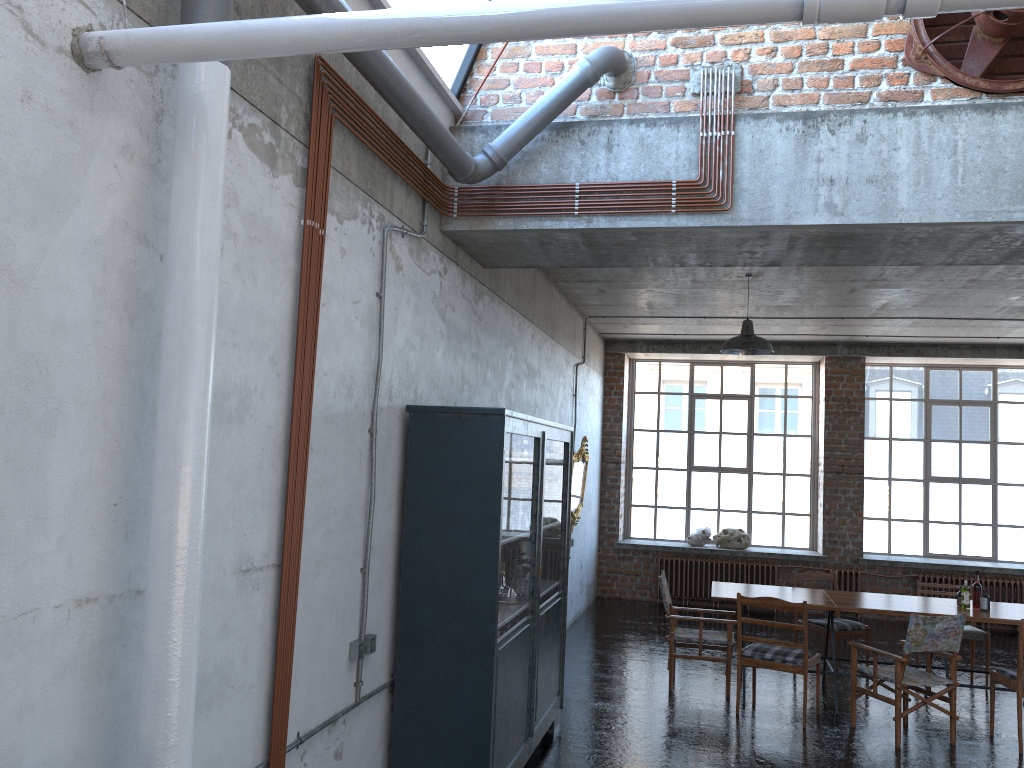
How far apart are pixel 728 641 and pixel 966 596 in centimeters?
209cm

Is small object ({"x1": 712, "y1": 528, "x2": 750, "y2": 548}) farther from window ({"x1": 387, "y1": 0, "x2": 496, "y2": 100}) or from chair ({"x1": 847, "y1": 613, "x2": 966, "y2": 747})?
window ({"x1": 387, "y1": 0, "x2": 496, "y2": 100})

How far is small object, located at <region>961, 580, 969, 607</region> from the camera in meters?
7.7

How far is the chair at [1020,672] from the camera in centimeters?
666cm

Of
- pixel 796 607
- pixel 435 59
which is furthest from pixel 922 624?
pixel 435 59

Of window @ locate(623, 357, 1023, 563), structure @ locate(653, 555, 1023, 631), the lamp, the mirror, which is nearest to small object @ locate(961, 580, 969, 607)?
the lamp

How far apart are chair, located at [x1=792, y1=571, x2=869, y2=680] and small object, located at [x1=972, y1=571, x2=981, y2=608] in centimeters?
133cm

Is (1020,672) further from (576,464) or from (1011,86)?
(576,464)

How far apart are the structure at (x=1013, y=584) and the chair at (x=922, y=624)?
5.3m

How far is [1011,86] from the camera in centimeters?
491cm
